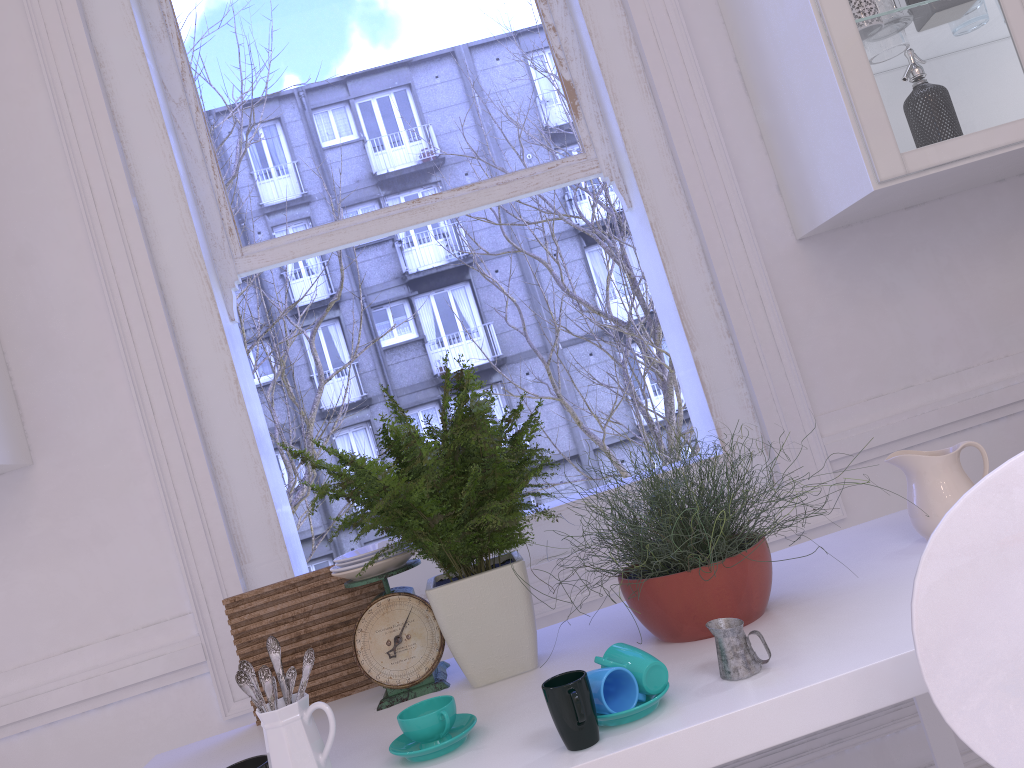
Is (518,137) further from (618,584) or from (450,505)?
(618,584)

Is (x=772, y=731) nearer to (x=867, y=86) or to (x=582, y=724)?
(x=582, y=724)

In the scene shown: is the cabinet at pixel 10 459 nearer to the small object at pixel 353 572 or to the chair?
the small object at pixel 353 572

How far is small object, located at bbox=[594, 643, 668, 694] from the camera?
1.1m

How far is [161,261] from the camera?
2.0 meters

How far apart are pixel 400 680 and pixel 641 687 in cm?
56

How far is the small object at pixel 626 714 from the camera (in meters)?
1.03

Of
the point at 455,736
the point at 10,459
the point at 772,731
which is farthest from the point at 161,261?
the point at 772,731

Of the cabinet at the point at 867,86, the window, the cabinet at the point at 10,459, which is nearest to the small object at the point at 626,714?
the window

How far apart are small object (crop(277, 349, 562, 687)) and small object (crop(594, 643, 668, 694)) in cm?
27
